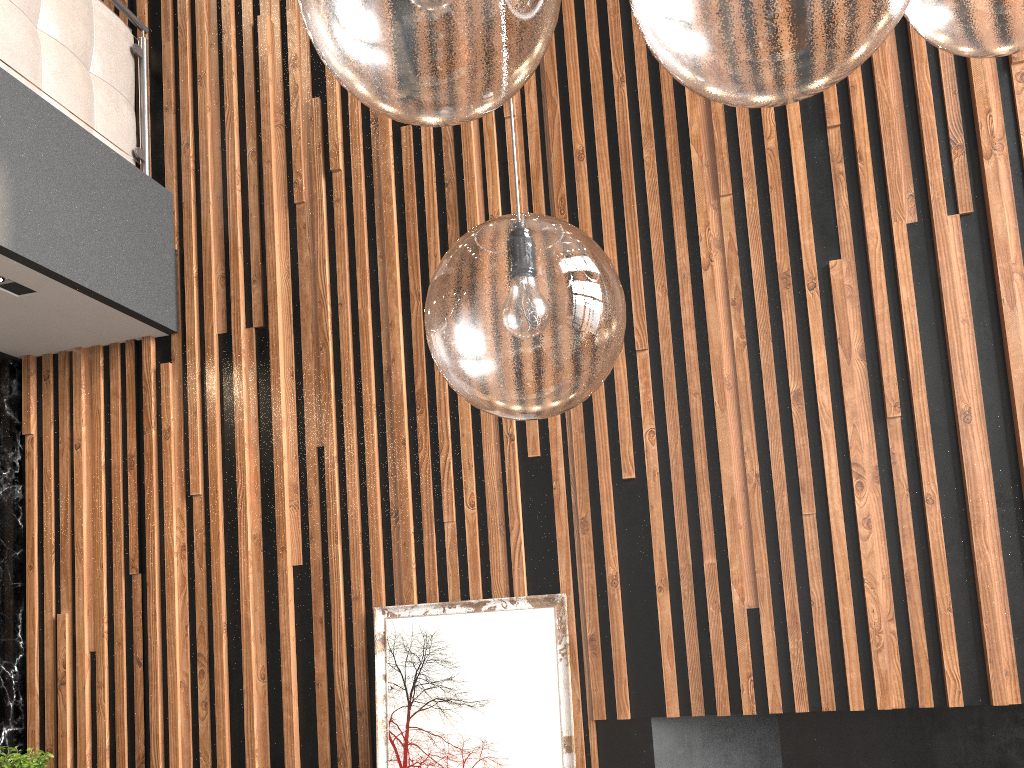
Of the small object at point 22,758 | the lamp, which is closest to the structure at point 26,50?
the small object at point 22,758

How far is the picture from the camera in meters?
2.9

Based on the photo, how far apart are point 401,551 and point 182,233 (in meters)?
1.73

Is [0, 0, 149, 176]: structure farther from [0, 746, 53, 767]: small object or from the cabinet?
[0, 746, 53, 767]: small object

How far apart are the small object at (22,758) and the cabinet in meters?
1.2

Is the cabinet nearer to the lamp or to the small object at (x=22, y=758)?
the small object at (x=22, y=758)

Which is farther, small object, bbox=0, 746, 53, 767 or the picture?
the picture

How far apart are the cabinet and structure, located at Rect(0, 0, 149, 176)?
1.0m

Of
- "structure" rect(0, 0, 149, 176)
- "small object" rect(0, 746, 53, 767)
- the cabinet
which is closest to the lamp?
"small object" rect(0, 746, 53, 767)

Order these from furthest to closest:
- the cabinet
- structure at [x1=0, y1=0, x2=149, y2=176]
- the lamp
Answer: the cabinet < structure at [x1=0, y1=0, x2=149, y2=176] < the lamp
